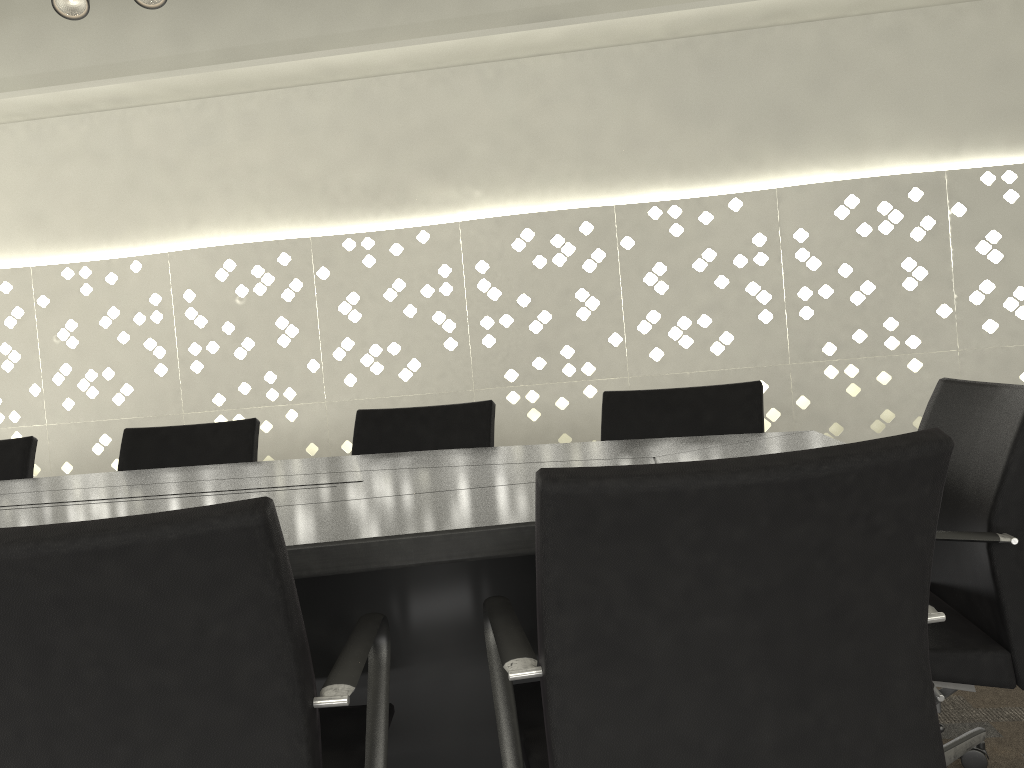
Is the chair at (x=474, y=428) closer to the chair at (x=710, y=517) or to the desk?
the desk

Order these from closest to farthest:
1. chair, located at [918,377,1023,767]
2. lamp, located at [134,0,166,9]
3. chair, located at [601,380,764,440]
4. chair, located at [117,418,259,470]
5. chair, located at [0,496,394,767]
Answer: chair, located at [0,496,394,767] < chair, located at [918,377,1023,767] < chair, located at [601,380,764,440] < lamp, located at [134,0,166,9] < chair, located at [117,418,259,470]

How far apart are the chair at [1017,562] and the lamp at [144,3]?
2.1 meters

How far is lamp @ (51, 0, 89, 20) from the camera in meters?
2.4 m

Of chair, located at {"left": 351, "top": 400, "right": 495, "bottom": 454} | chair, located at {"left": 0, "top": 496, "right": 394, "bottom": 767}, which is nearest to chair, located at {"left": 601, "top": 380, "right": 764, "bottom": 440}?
chair, located at {"left": 351, "top": 400, "right": 495, "bottom": 454}

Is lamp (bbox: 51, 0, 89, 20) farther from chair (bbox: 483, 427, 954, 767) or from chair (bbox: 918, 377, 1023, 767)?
chair (bbox: 918, 377, 1023, 767)

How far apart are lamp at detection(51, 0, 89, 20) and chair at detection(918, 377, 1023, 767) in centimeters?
231cm

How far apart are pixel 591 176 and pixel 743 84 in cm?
66

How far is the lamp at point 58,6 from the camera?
2.4 meters

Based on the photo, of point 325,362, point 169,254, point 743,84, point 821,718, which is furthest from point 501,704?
point 169,254
